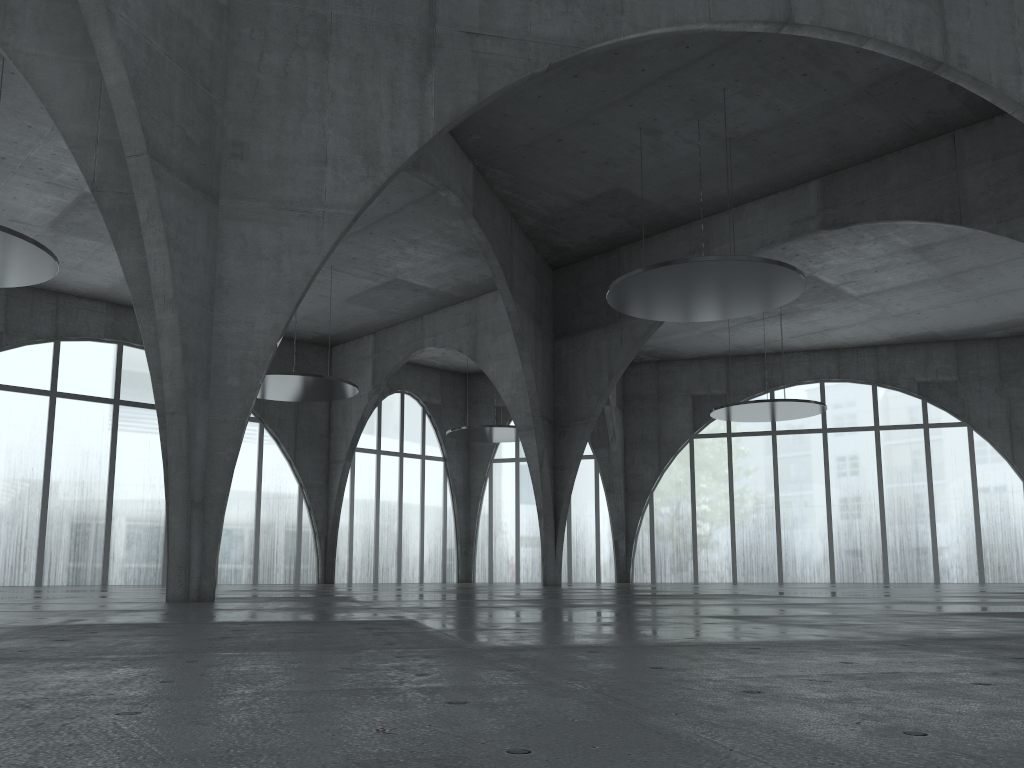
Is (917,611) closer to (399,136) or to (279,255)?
(279,255)

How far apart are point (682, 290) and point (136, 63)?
28.9m

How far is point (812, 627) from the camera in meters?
12.5 m
